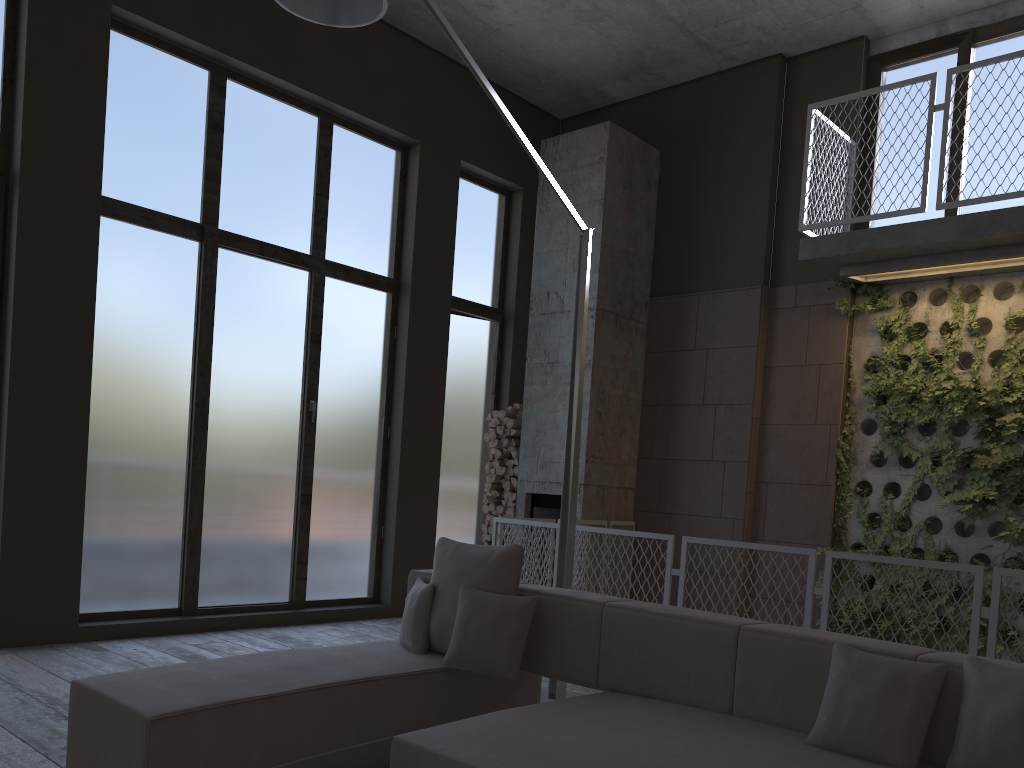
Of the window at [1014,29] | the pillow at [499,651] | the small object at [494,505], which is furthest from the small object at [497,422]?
the pillow at [499,651]

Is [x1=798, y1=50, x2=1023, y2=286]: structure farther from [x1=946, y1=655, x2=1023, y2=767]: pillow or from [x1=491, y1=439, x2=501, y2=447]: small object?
[x1=946, y1=655, x2=1023, y2=767]: pillow

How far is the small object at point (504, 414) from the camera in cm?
854

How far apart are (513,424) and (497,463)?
0.4m

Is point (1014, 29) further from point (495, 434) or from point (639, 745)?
point (639, 745)

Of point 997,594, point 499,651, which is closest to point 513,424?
point 997,594

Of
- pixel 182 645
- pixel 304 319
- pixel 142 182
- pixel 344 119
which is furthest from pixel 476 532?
pixel 142 182

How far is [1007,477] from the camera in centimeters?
643cm

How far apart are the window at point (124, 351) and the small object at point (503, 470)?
0.47m

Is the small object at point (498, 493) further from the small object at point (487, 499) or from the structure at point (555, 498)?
the structure at point (555, 498)
